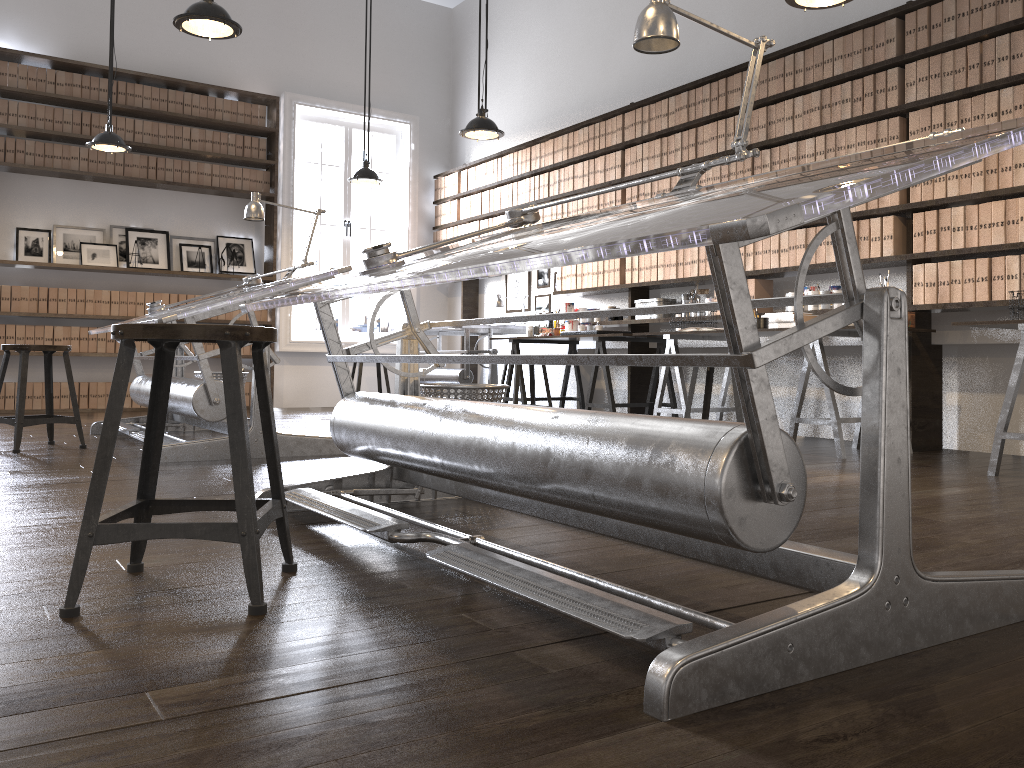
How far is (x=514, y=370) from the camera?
6.2 meters

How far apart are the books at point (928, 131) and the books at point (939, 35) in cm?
36

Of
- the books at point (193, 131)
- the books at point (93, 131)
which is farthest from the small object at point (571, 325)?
the books at point (93, 131)

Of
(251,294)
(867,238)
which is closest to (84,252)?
(251,294)

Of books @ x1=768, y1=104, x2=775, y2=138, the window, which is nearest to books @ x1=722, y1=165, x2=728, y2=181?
books @ x1=768, y1=104, x2=775, y2=138

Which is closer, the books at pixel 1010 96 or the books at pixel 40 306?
the books at pixel 1010 96

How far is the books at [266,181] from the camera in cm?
844

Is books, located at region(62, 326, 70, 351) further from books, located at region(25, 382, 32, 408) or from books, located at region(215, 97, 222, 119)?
books, located at region(215, 97, 222, 119)

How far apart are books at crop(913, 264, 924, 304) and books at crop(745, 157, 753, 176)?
1.4 meters

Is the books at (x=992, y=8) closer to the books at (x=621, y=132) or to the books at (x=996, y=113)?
the books at (x=996, y=113)
